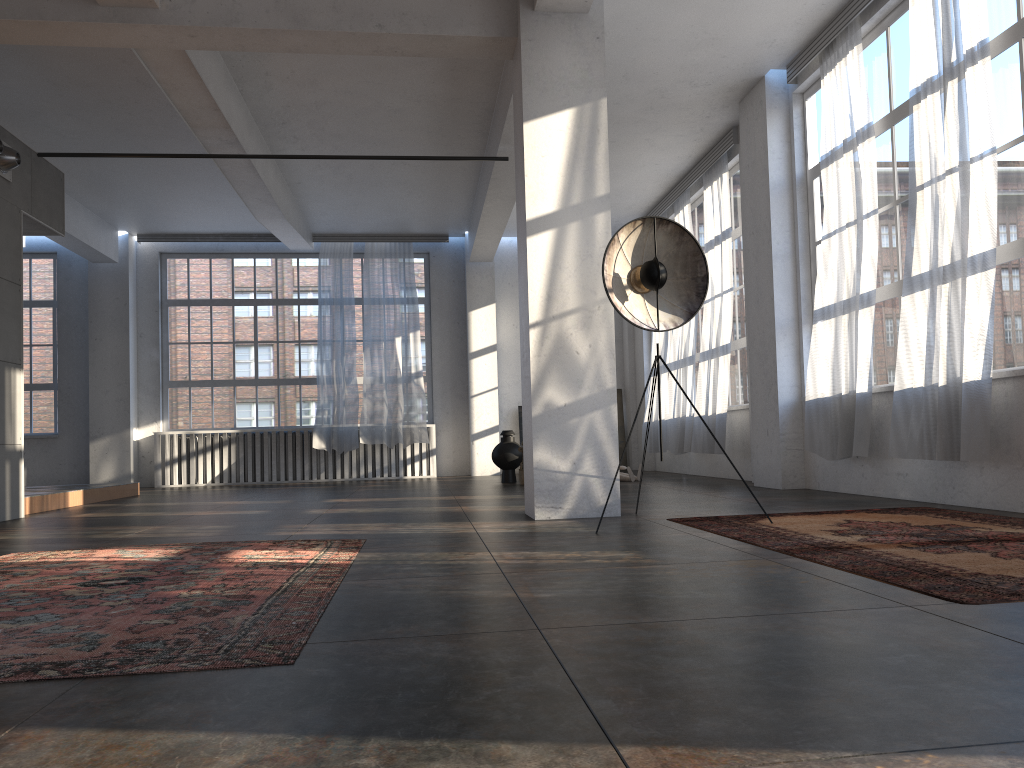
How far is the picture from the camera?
14.9 meters

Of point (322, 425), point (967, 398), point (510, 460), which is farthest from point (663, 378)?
point (967, 398)

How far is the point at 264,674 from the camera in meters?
2.1 m

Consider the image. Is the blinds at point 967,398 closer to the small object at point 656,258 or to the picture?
the small object at point 656,258

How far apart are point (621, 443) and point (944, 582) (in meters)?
11.96

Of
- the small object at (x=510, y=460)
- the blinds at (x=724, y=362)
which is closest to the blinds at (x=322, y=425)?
the small object at (x=510, y=460)

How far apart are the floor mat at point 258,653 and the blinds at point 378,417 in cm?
877

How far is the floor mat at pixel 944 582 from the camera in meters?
2.9

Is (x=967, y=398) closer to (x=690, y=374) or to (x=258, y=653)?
(x=258, y=653)

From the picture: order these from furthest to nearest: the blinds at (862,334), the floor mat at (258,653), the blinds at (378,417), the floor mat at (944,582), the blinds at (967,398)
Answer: the blinds at (378,417)
the blinds at (862,334)
the blinds at (967,398)
the floor mat at (944,582)
the floor mat at (258,653)
